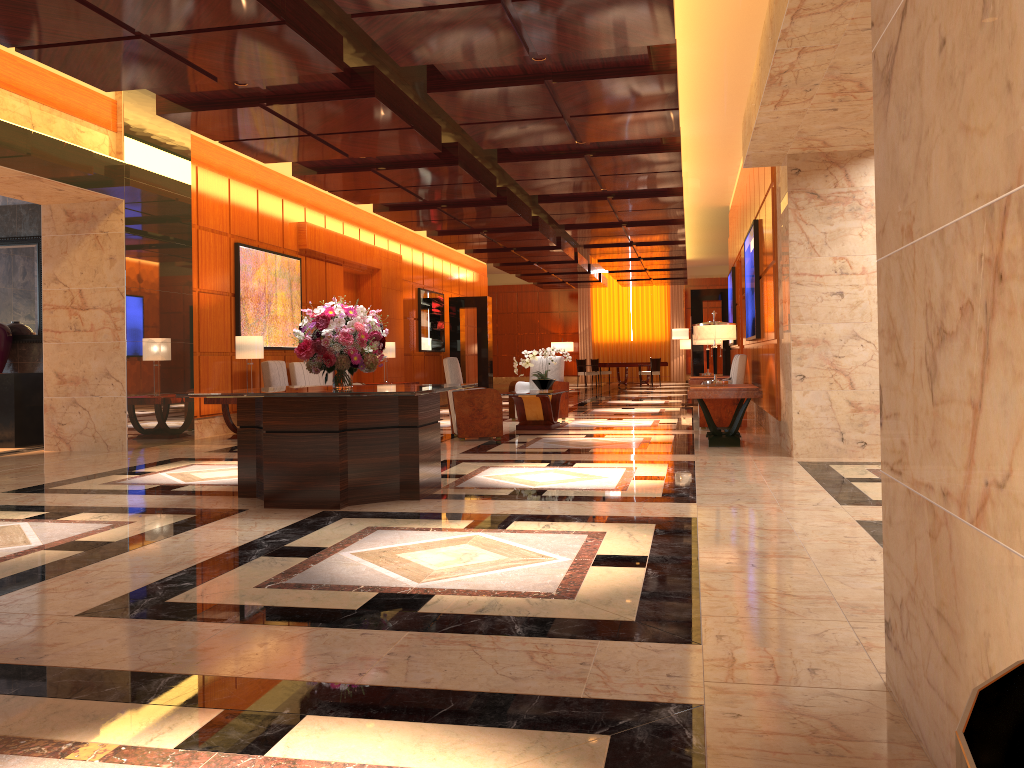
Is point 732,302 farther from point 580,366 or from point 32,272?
point 580,366

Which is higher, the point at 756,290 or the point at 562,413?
the point at 756,290

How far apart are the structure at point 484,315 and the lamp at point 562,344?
10.3m

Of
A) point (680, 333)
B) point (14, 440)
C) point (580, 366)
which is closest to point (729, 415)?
point (680, 333)

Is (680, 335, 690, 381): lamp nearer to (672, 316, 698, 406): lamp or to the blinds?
the blinds

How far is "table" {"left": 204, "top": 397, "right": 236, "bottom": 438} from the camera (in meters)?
10.59

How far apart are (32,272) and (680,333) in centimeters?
1044cm

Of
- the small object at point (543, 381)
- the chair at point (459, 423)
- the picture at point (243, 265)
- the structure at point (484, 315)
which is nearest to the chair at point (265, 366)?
the picture at point (243, 265)

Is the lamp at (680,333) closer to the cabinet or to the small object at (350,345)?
the cabinet

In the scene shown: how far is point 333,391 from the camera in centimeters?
562cm
